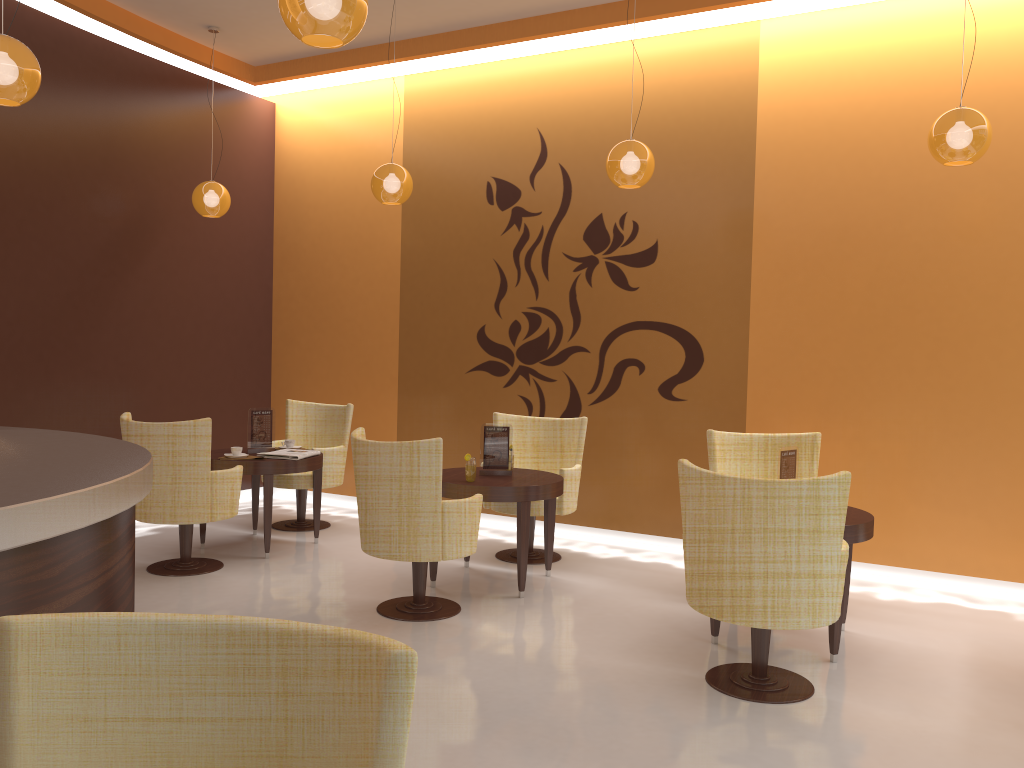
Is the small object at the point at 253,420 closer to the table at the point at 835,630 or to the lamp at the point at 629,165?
the lamp at the point at 629,165

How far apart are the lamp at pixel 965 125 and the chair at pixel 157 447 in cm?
439

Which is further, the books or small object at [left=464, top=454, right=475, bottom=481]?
the books

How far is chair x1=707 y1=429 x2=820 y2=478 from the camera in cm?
559

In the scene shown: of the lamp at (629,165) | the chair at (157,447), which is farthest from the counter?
the lamp at (629,165)

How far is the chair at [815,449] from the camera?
5.6 meters

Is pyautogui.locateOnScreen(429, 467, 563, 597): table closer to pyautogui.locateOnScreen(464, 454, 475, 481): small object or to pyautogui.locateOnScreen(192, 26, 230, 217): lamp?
pyautogui.locateOnScreen(464, 454, 475, 481): small object

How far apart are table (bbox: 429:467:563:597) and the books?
1.1m

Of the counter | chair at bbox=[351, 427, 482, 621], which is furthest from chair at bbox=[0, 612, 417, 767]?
chair at bbox=[351, 427, 482, 621]

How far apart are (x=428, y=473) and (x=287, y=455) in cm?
193
